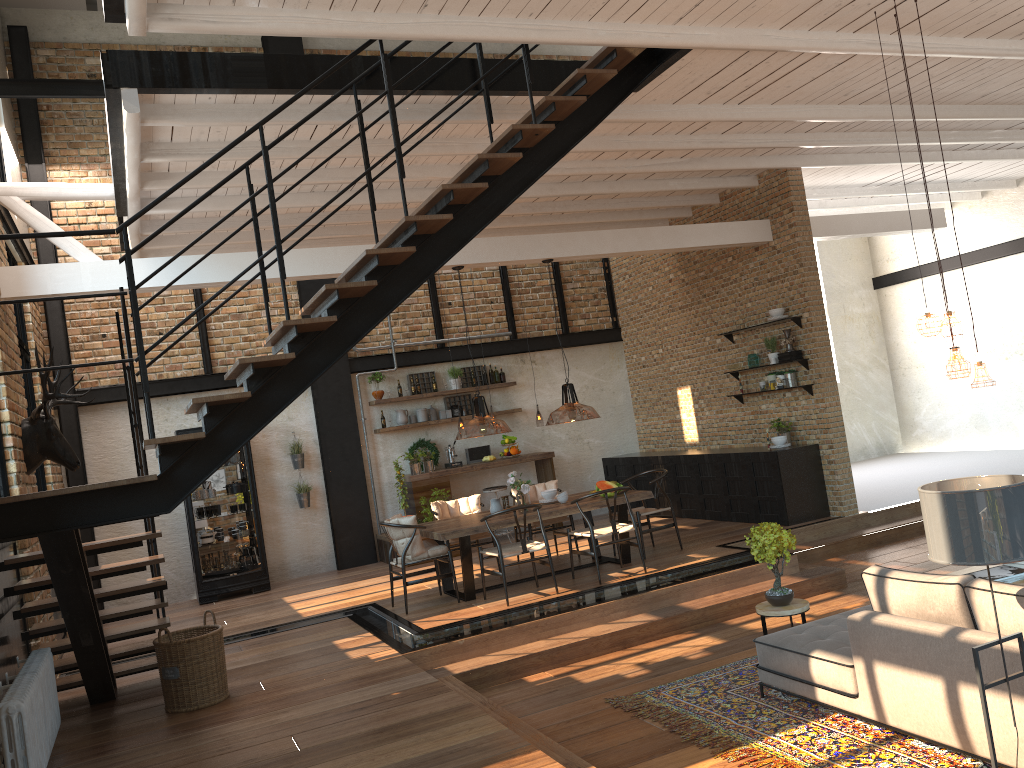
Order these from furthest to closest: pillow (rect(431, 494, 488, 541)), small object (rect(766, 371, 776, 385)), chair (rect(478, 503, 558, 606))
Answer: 1. small object (rect(766, 371, 776, 385))
2. pillow (rect(431, 494, 488, 541))
3. chair (rect(478, 503, 558, 606))

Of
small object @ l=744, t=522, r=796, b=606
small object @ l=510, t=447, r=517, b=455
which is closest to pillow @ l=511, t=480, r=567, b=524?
small object @ l=510, t=447, r=517, b=455

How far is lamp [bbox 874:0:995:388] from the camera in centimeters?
552cm

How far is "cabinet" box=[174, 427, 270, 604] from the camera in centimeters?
1071cm

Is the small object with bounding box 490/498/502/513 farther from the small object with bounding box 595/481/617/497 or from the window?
the window

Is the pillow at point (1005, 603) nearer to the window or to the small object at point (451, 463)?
the window

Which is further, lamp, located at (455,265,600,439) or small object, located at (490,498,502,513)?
small object, located at (490,498,502,513)

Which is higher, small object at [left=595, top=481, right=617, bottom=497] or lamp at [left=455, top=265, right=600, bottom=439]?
lamp at [left=455, top=265, right=600, bottom=439]

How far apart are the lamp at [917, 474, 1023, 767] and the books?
2.51m

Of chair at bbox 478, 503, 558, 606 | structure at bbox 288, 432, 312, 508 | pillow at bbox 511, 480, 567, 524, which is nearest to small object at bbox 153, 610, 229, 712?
chair at bbox 478, 503, 558, 606
